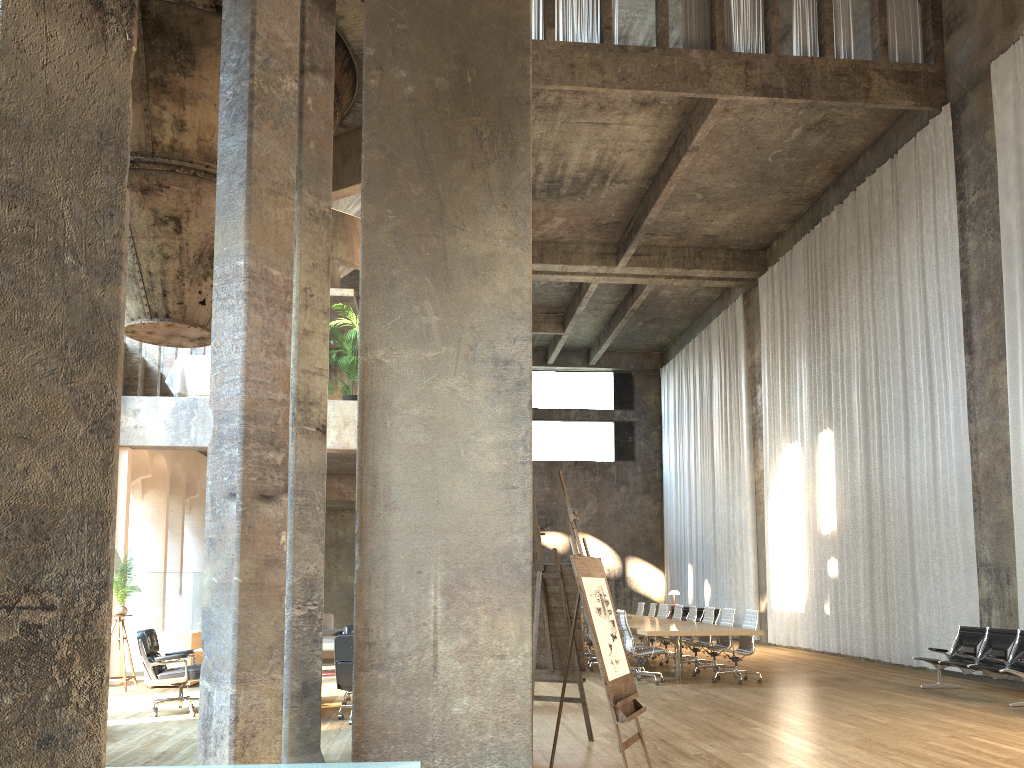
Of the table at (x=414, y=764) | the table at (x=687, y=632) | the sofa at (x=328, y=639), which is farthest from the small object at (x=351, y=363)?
the table at (x=414, y=764)

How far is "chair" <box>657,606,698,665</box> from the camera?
14.8 meters

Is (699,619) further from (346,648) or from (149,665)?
(149,665)

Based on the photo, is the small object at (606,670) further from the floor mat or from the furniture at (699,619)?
the furniture at (699,619)

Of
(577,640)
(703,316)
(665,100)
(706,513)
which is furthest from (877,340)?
(577,640)

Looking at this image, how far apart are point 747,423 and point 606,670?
17.3m

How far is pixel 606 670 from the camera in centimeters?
524cm

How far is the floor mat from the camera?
13.1m

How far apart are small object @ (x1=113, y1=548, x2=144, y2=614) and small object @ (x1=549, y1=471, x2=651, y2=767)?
7.7 meters

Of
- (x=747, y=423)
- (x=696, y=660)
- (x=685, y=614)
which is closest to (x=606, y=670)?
(x=696, y=660)
